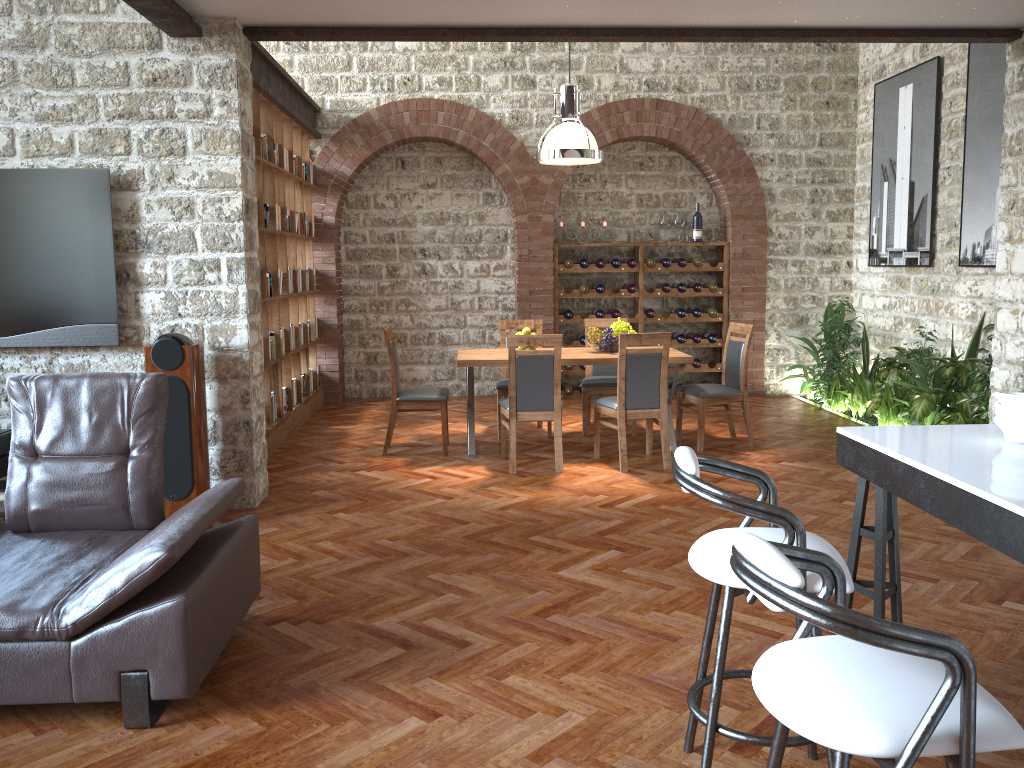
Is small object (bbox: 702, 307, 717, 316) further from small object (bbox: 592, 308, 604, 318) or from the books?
the books

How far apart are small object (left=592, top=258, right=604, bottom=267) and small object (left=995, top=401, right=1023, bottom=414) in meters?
7.0 m

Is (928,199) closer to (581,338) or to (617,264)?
(617,264)

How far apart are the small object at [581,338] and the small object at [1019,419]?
7.10m

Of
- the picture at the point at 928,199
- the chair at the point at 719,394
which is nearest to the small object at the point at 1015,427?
the chair at the point at 719,394

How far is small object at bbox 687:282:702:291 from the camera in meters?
9.6

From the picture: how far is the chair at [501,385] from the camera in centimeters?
753cm

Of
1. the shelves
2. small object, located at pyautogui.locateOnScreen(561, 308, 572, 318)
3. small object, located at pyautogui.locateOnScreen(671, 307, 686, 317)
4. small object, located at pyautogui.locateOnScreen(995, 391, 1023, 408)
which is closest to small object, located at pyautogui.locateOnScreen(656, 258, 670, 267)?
the shelves

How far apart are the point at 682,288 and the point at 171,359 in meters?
6.1

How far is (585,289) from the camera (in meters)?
9.49
